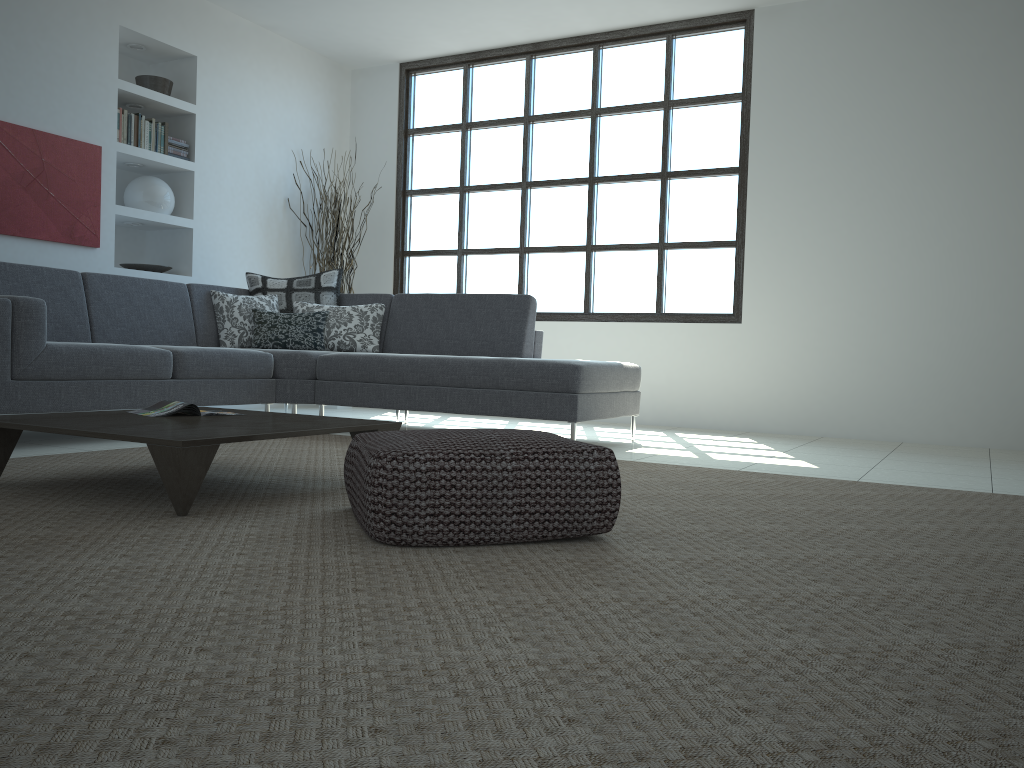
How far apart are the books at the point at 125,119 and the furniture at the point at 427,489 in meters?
4.3 m

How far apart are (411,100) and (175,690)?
7.2m

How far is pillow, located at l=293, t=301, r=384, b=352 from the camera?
5.7 meters

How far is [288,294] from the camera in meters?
5.9 m

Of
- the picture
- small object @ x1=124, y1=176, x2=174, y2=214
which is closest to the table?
the picture

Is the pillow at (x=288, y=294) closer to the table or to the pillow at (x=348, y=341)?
the pillow at (x=348, y=341)

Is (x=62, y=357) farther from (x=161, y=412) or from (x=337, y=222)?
(x=337, y=222)

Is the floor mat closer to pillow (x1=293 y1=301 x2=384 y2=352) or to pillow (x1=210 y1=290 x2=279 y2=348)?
pillow (x1=293 y1=301 x2=384 y2=352)

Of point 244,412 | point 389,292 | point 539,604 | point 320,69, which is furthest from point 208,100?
point 539,604

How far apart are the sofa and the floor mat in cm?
38
